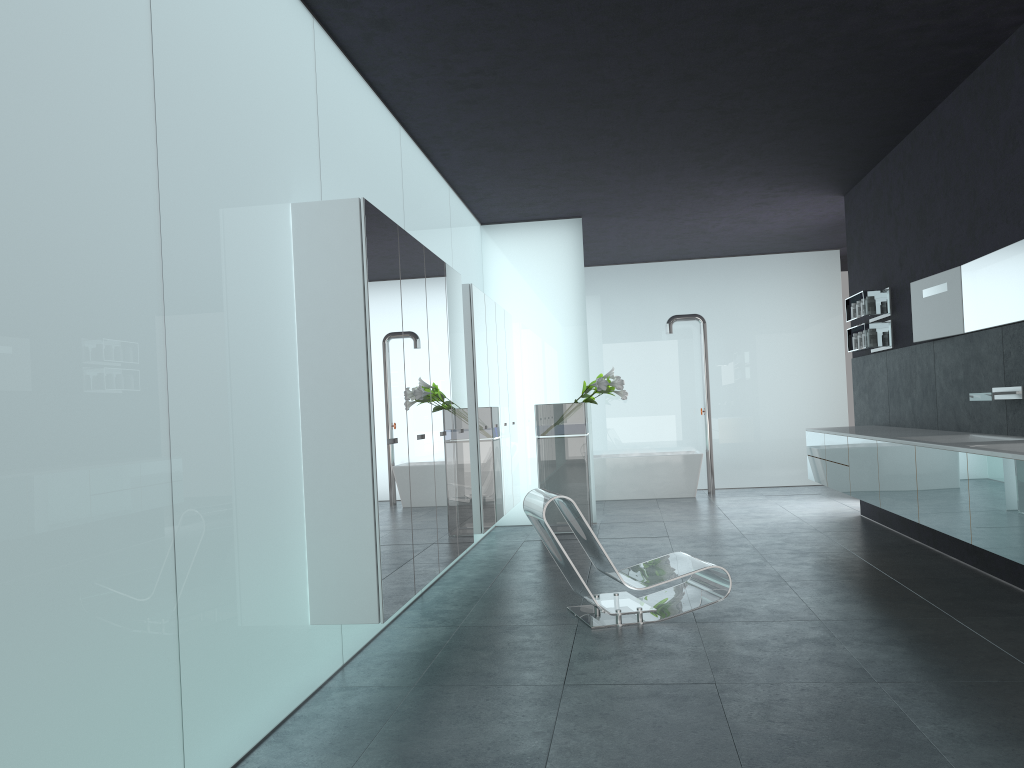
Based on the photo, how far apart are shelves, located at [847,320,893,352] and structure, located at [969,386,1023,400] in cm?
254

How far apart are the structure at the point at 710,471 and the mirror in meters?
6.0 m

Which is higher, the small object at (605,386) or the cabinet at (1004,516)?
the small object at (605,386)

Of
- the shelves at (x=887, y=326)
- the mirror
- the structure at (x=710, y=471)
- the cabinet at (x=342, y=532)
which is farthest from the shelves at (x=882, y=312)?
the structure at (x=710, y=471)

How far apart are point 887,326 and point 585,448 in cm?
344

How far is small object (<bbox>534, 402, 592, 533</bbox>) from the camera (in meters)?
10.11

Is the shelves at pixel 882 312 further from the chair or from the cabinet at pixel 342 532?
the chair

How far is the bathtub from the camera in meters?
13.3

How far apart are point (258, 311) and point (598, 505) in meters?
9.3

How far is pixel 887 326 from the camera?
8.9 meters
